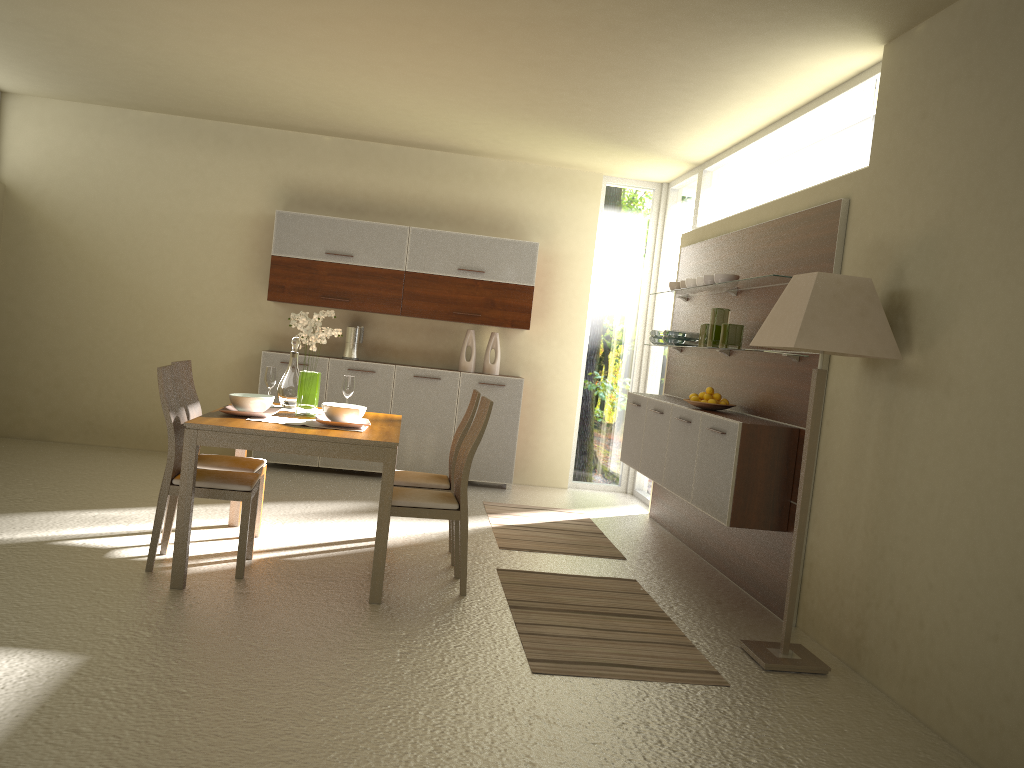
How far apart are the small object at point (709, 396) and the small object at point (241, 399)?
2.64m

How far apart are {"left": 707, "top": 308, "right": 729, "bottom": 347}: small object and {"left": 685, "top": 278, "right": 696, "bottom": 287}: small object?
0.6m

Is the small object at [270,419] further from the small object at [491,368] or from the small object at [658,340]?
the small object at [491,368]

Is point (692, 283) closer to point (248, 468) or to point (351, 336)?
point (351, 336)

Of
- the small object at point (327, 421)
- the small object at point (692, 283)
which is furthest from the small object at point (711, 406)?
the small object at point (327, 421)

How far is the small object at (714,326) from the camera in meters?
5.7

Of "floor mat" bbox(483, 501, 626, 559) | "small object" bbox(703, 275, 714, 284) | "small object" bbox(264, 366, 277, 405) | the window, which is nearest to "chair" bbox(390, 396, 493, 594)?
"floor mat" bbox(483, 501, 626, 559)

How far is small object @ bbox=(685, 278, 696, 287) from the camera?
6.29m

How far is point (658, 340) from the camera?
6.76m

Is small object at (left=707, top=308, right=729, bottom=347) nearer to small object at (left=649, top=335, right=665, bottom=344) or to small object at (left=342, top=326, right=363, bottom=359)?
small object at (left=649, top=335, right=665, bottom=344)
